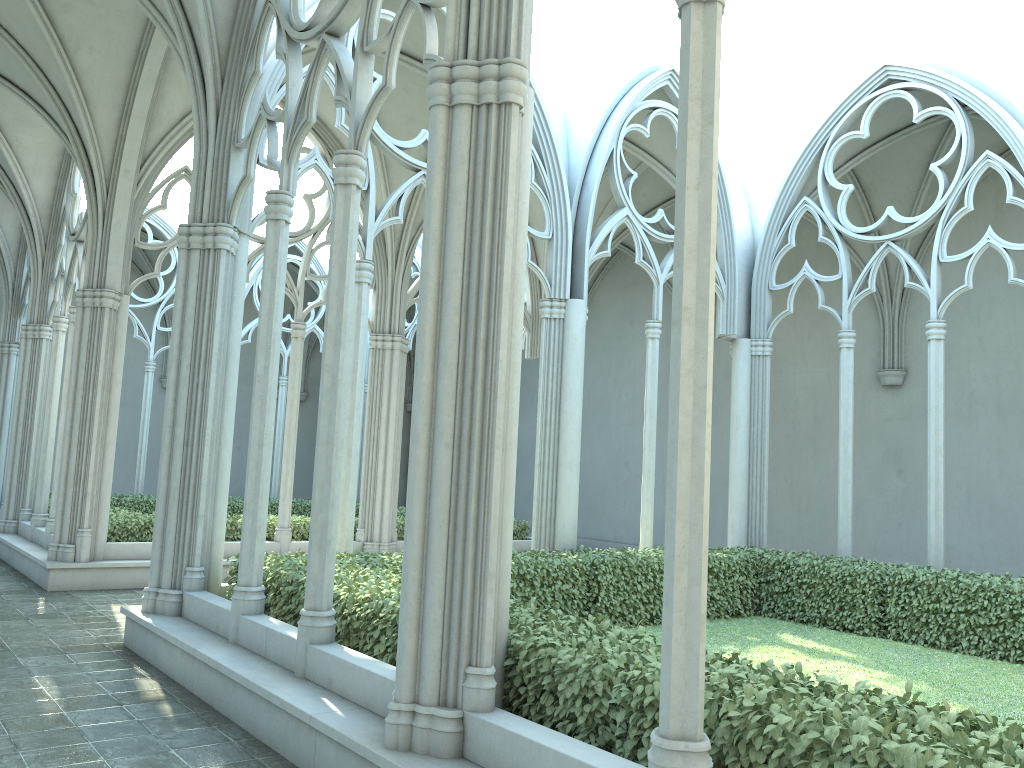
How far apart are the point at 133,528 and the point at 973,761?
12.0 meters

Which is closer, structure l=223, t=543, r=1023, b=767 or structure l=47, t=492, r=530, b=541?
structure l=223, t=543, r=1023, b=767

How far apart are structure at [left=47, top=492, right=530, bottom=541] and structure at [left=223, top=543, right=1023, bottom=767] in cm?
517

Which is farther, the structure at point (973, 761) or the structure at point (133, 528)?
the structure at point (133, 528)

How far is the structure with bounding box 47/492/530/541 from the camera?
12.9m

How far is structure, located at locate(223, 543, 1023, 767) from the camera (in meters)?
3.37

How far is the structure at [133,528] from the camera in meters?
12.9 m

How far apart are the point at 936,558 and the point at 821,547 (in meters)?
6.12

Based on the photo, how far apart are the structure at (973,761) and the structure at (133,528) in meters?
5.2 m
